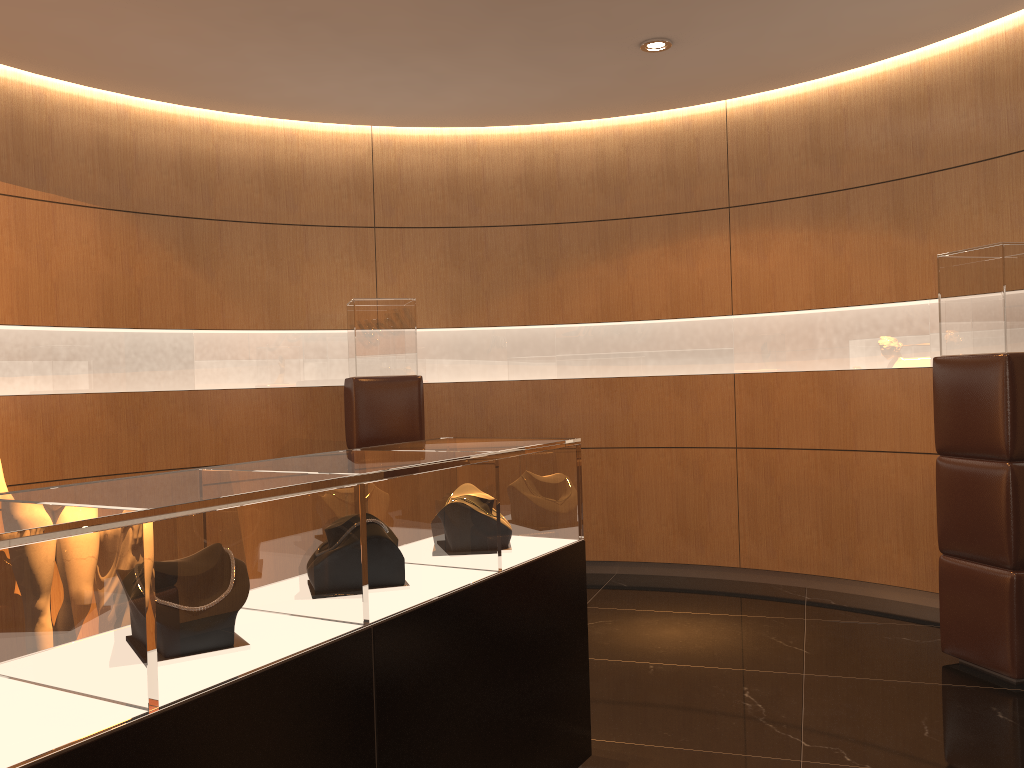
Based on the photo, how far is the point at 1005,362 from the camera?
4.0m

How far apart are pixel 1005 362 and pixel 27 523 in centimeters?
392cm

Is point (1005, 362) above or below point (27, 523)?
above

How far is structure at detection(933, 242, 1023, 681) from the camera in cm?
397

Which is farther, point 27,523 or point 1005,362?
point 1005,362

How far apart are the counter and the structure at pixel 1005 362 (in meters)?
2.09

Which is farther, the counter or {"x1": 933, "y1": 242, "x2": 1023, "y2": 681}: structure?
{"x1": 933, "y1": 242, "x2": 1023, "y2": 681}: structure

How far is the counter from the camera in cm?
150

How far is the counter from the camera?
1.50m

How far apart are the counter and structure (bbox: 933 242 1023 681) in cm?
209
